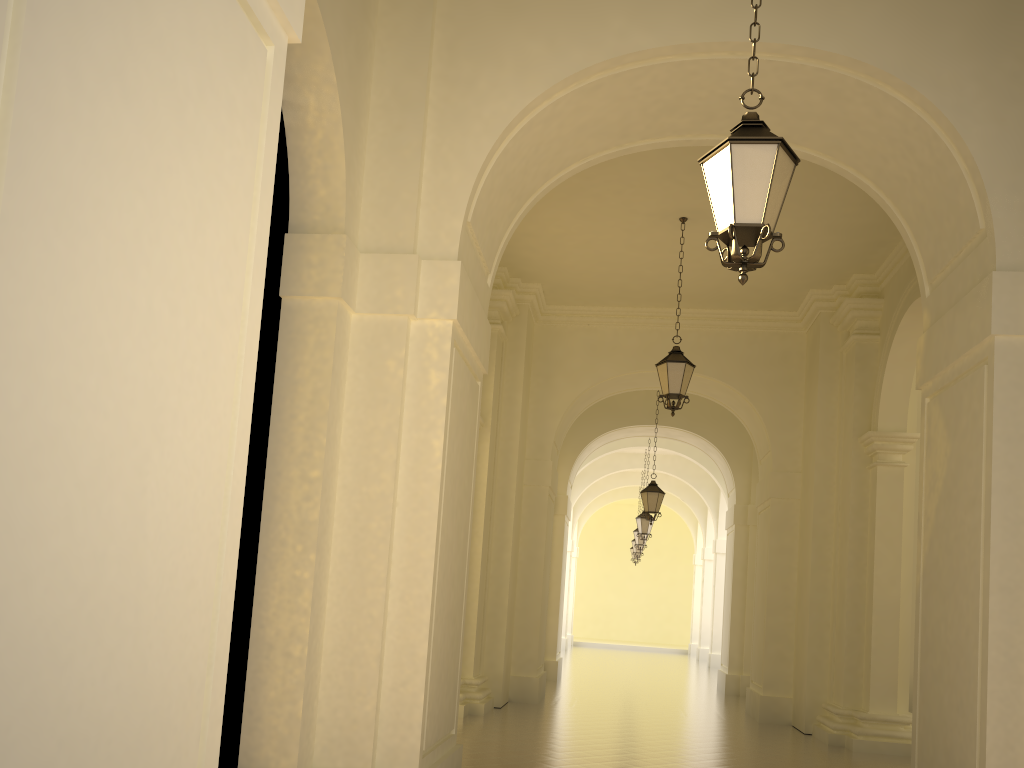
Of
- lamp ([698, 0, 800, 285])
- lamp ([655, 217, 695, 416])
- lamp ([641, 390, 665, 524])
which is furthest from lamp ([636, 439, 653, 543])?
lamp ([698, 0, 800, 285])

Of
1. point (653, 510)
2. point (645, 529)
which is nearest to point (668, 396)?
point (653, 510)

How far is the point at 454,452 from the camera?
6.50m

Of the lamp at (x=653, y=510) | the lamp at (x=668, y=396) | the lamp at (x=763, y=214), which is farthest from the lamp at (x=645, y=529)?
the lamp at (x=763, y=214)

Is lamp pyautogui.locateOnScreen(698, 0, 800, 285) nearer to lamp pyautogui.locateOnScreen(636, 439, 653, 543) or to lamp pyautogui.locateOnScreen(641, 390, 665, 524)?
lamp pyautogui.locateOnScreen(641, 390, 665, 524)

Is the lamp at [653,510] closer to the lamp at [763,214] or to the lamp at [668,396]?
the lamp at [668,396]

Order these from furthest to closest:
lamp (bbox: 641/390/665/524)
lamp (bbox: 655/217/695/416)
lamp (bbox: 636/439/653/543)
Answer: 1. lamp (bbox: 636/439/653/543)
2. lamp (bbox: 641/390/665/524)
3. lamp (bbox: 655/217/695/416)

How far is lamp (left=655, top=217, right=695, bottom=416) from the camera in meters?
10.9 m

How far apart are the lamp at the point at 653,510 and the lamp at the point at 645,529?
4.91m

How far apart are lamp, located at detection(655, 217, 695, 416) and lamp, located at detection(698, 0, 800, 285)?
→ 6.3m
